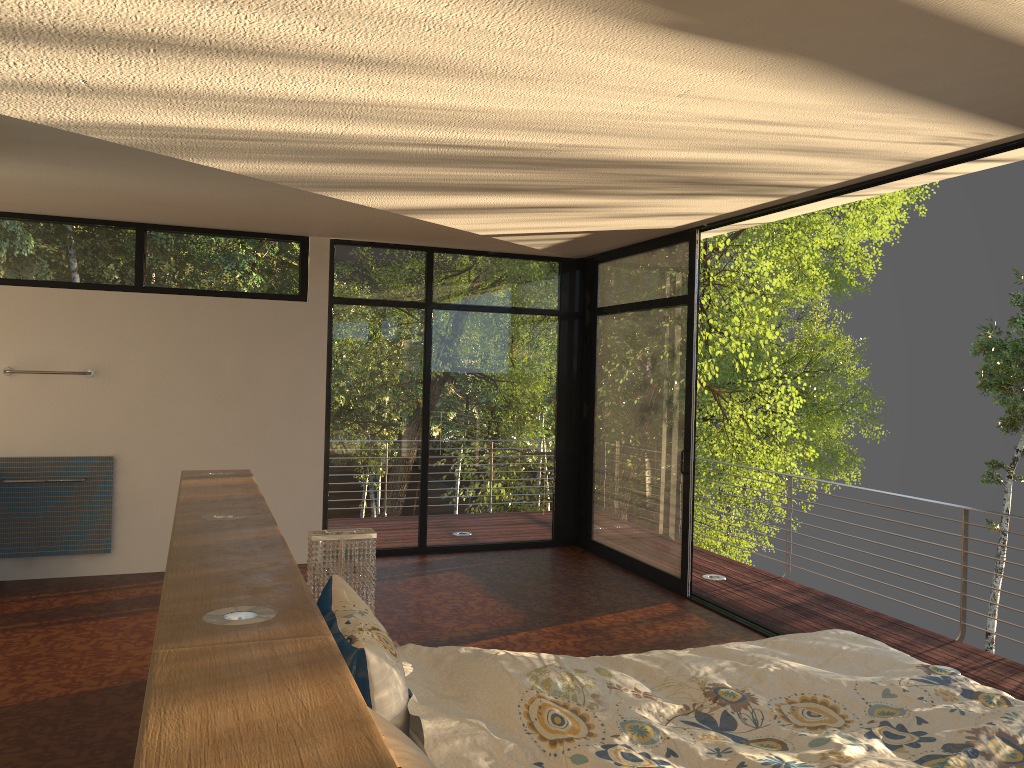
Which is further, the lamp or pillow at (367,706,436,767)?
the lamp

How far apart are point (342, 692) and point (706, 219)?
4.51m

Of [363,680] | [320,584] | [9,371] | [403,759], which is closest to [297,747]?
[403,759]

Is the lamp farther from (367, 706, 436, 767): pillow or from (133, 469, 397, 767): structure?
(367, 706, 436, 767): pillow

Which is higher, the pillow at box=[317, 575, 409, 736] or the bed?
the pillow at box=[317, 575, 409, 736]

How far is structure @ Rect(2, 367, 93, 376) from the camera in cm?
601

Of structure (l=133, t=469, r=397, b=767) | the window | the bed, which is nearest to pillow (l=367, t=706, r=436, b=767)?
structure (l=133, t=469, r=397, b=767)

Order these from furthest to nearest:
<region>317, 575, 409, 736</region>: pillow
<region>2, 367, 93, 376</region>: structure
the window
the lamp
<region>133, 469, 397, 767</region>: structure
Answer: the window
<region>2, 367, 93, 376</region>: structure
the lamp
<region>317, 575, 409, 736</region>: pillow
<region>133, 469, 397, 767</region>: structure

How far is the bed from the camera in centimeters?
201cm

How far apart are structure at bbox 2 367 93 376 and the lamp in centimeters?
356cm
